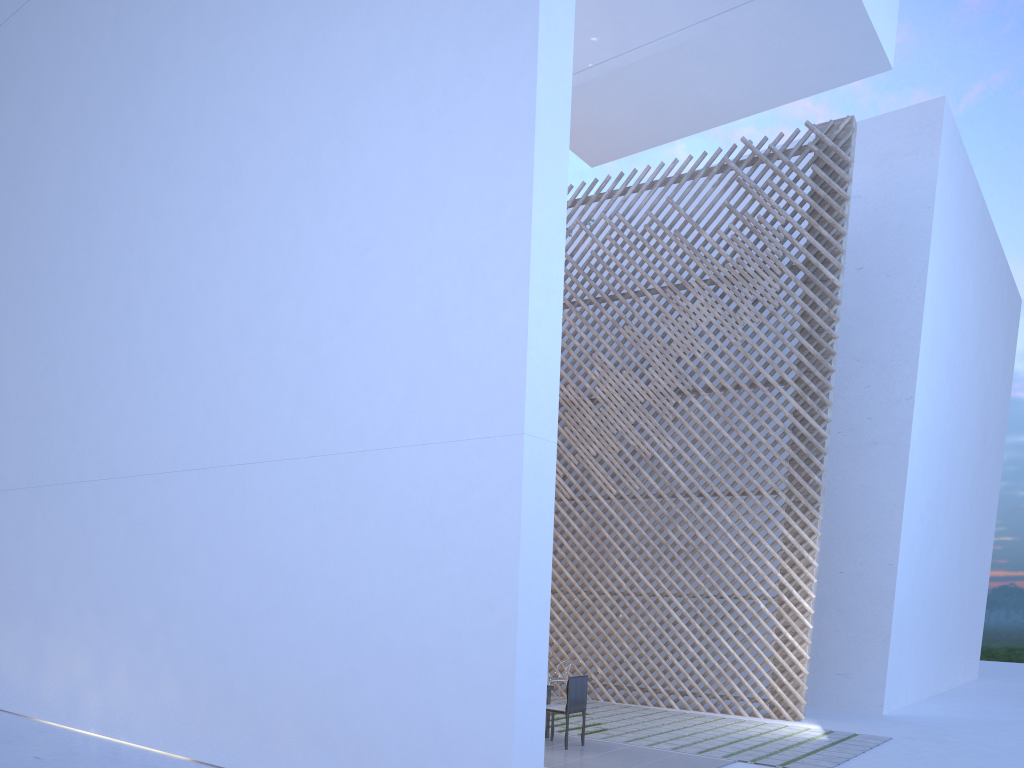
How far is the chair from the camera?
4.4 meters

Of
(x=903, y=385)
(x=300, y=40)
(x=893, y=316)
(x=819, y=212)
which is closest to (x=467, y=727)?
(x=300, y=40)

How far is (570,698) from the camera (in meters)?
4.35

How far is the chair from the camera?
4.4m

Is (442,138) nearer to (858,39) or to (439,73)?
(439,73)

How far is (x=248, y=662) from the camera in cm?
355
